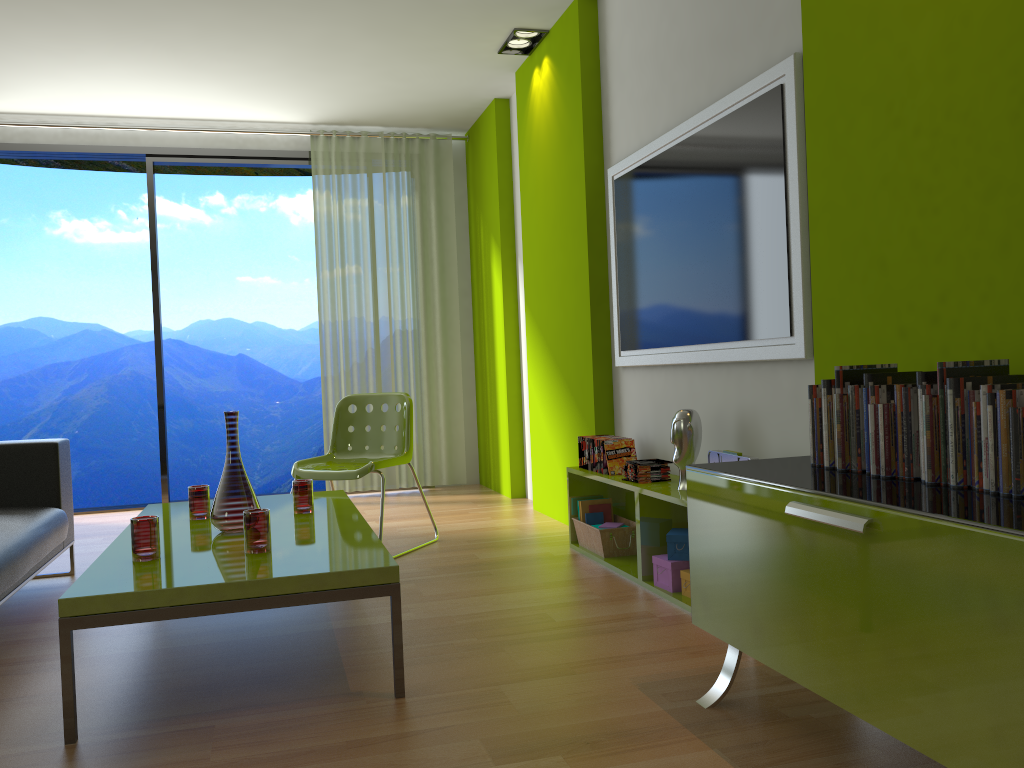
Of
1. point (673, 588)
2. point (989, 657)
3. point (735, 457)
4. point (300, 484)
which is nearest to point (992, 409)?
point (989, 657)

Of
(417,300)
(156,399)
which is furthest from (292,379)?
(417,300)

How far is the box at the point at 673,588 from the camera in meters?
3.2 m

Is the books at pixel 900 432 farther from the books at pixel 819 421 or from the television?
the television

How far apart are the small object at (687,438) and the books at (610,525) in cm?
74

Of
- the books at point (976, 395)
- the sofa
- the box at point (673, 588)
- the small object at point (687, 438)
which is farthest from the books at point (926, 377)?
the sofa

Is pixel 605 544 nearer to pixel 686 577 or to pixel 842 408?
pixel 686 577

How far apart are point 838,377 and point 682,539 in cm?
130

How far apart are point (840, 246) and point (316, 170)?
4.6m

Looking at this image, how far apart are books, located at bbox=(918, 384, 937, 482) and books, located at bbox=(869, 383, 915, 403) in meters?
0.1 m
